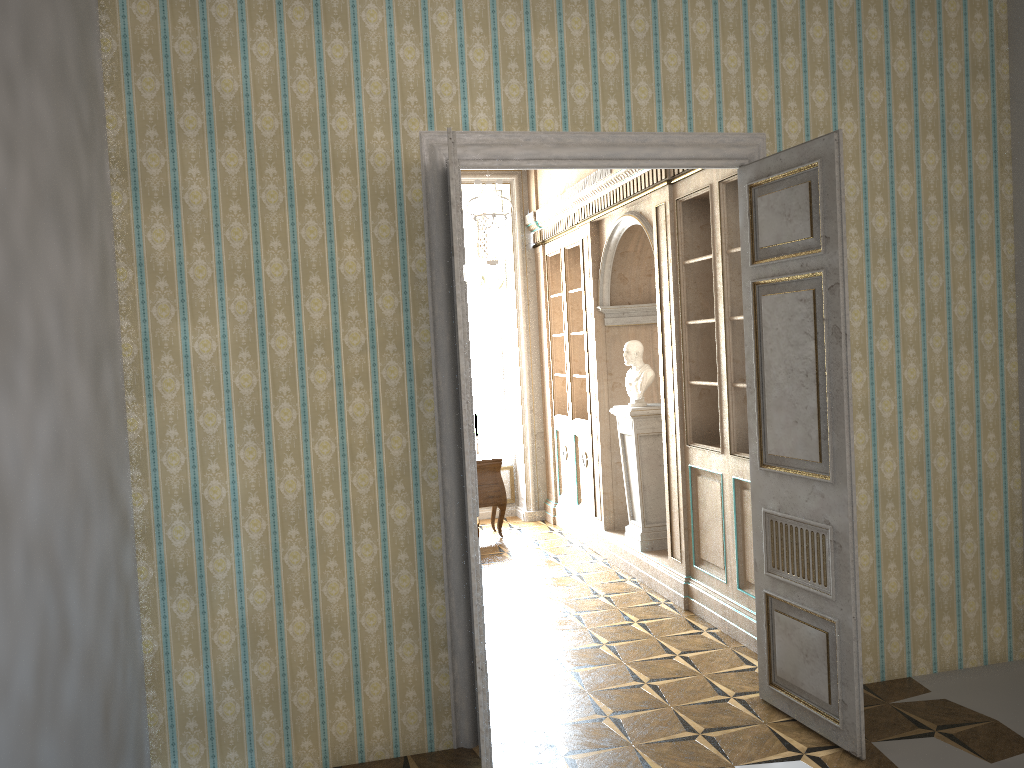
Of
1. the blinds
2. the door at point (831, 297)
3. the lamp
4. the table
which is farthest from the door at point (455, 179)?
the blinds

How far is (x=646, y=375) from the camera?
6.80m

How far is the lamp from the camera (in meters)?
6.68

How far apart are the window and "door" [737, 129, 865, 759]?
5.8m

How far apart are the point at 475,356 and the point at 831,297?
6.40m

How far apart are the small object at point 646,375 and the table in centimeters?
202cm

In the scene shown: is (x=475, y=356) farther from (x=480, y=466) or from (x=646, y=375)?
(x=646, y=375)

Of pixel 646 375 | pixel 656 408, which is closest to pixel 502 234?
pixel 646 375

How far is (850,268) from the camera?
4.51m

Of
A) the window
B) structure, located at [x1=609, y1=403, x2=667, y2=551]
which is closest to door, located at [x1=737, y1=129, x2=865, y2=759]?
structure, located at [x1=609, y1=403, x2=667, y2=551]
